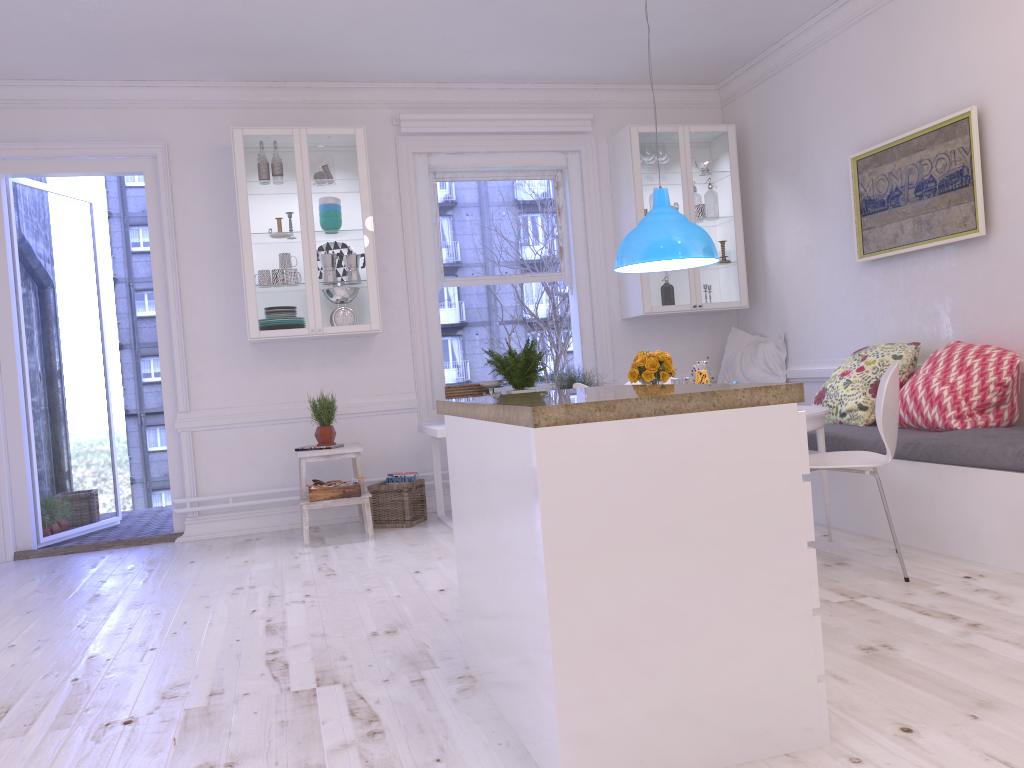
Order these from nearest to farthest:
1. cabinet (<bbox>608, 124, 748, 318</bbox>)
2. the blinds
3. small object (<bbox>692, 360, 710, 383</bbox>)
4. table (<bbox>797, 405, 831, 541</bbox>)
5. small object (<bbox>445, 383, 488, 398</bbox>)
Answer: table (<bbox>797, 405, 831, 541</bbox>)
small object (<bbox>692, 360, 710, 383</bbox>)
small object (<bbox>445, 383, 488, 398</bbox>)
the blinds
cabinet (<bbox>608, 124, 748, 318</bbox>)

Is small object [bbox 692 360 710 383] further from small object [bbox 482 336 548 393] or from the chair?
small object [bbox 482 336 548 393]

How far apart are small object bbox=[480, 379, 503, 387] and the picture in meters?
2.3

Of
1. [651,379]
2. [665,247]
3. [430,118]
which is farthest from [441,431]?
[430,118]

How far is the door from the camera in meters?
5.5 m

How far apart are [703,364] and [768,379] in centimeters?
185cm

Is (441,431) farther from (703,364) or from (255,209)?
(255,209)

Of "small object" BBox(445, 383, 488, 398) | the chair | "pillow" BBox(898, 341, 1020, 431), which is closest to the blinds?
"small object" BBox(445, 383, 488, 398)

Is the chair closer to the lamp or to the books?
the lamp

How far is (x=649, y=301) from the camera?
6.1 meters
